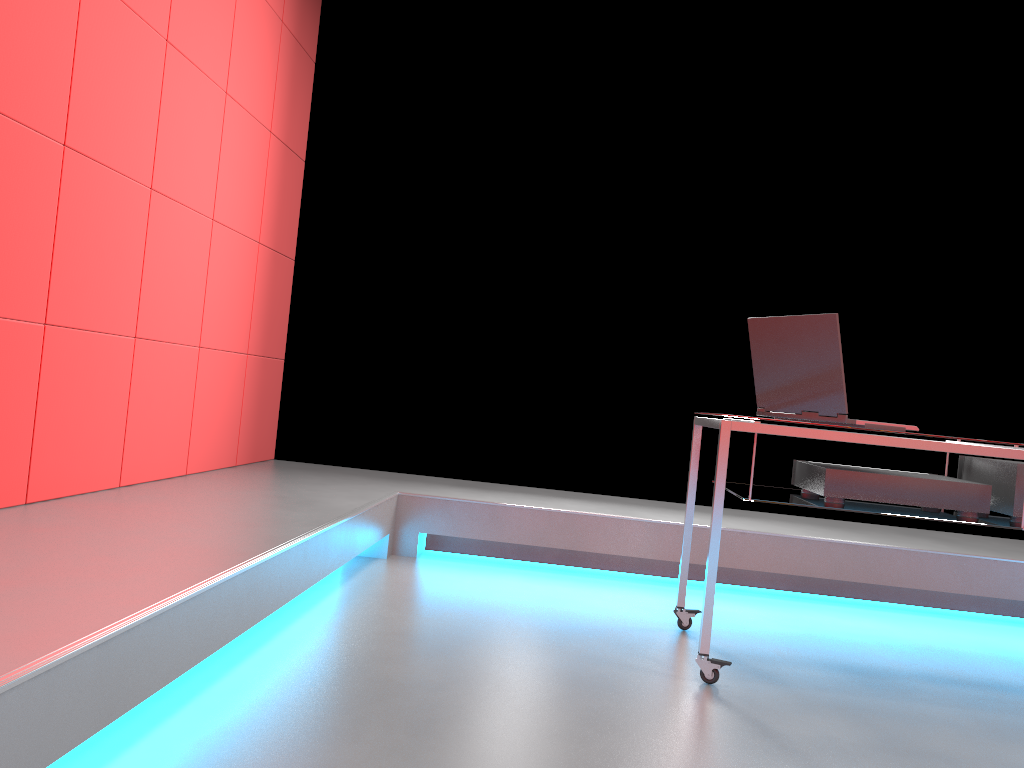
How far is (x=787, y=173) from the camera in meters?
4.3

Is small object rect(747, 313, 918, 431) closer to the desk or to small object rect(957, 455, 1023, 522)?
the desk

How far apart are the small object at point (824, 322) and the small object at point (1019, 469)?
0.3m

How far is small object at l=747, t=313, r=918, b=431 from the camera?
2.30m

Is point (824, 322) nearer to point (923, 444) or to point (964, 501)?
point (923, 444)

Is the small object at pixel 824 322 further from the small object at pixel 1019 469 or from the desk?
the small object at pixel 1019 469

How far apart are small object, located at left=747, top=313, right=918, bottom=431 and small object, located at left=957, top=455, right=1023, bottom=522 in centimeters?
32cm

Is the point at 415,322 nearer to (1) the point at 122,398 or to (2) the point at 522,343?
(2) the point at 522,343

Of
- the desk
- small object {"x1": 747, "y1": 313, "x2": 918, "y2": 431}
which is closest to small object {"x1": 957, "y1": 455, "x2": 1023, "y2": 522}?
the desk

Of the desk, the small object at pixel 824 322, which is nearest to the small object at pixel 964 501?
the desk
